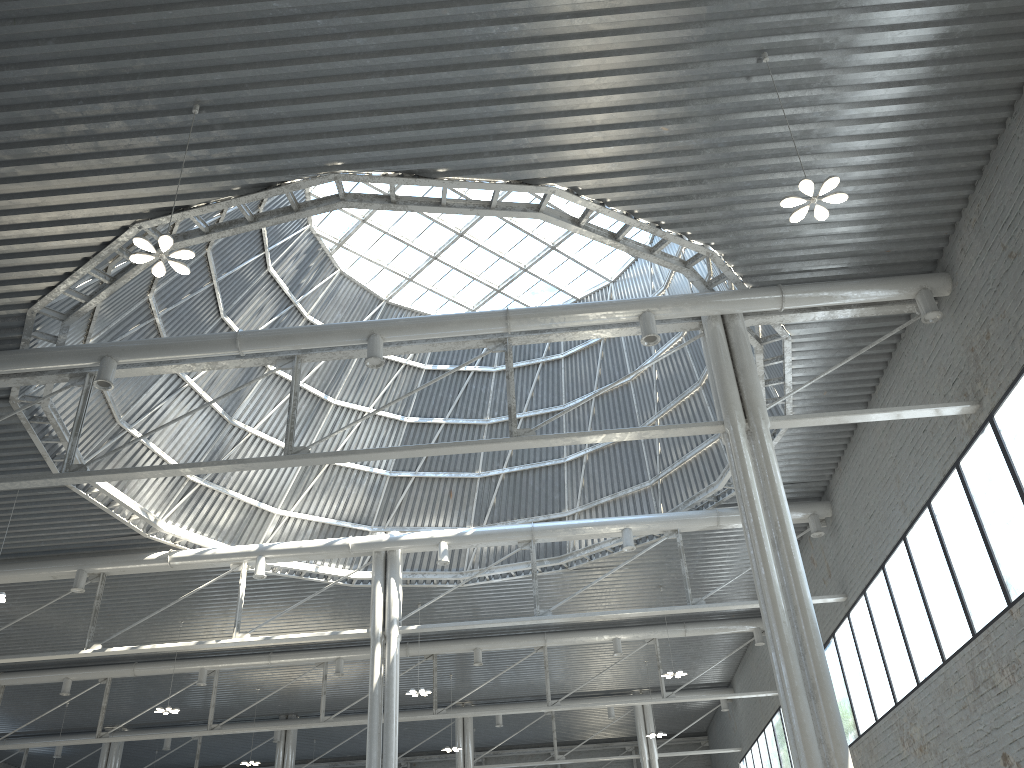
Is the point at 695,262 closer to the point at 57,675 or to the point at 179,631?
the point at 179,631
